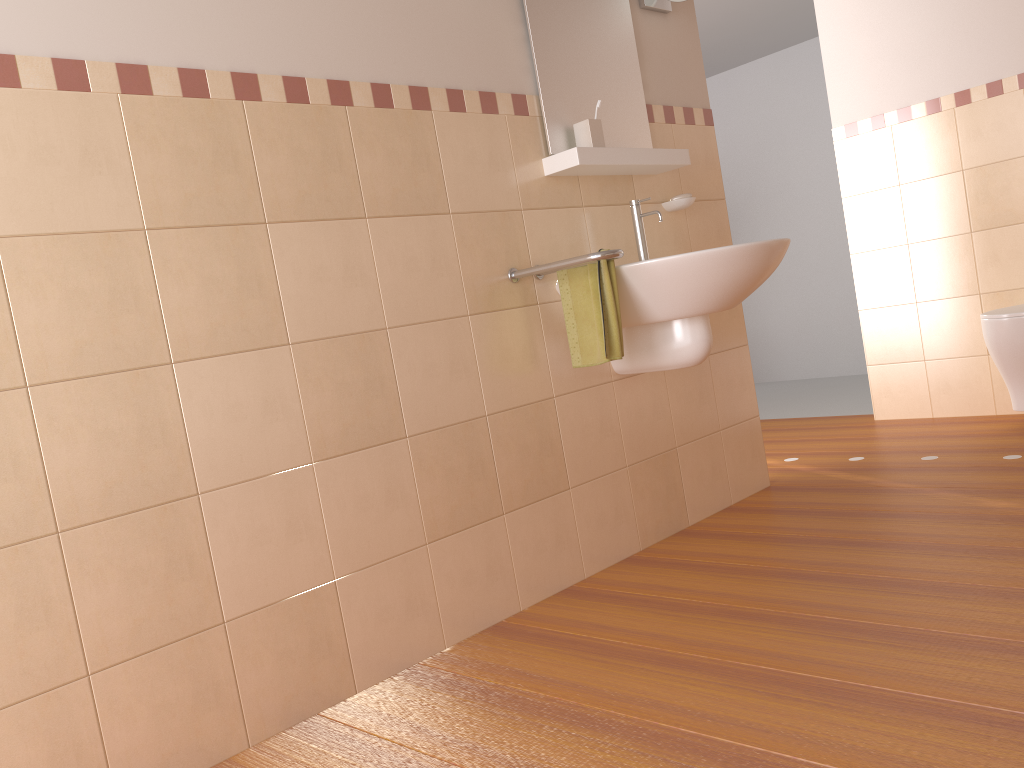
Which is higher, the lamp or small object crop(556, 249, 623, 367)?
the lamp

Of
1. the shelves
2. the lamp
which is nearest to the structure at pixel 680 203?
the shelves

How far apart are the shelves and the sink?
0.11m

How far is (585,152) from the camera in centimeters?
248cm

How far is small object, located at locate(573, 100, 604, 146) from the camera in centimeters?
257cm

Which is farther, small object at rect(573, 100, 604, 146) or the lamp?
the lamp

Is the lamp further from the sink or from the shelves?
the sink

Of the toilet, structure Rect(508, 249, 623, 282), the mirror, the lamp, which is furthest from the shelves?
the toilet

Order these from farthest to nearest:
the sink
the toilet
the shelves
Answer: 1. the toilet
2. the shelves
3. the sink

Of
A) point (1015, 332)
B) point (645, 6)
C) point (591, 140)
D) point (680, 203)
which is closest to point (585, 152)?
point (591, 140)
